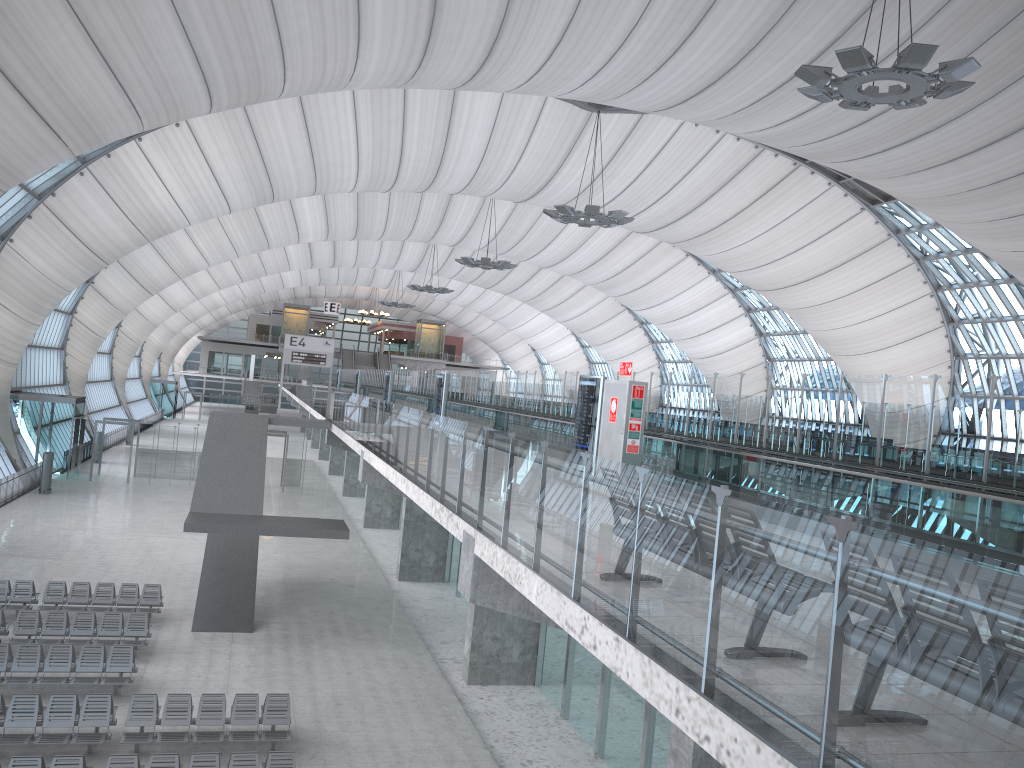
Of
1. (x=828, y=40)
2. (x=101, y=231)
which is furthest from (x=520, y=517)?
(x=101, y=231)

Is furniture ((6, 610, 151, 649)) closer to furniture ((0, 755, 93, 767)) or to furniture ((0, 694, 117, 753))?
furniture ((0, 694, 117, 753))

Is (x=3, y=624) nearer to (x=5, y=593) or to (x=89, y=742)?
(x=5, y=593)

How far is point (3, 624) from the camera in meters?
18.8 m

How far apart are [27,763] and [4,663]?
5.2 meters

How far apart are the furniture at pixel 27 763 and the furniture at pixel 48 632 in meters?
6.6 m

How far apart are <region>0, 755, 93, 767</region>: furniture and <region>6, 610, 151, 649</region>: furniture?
6.6m

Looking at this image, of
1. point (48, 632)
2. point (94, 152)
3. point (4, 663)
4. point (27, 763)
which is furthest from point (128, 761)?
point (94, 152)

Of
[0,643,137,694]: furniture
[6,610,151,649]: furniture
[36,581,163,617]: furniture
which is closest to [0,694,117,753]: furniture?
[0,643,137,694]: furniture

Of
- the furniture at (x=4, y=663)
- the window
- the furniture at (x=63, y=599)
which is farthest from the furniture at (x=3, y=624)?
the window
